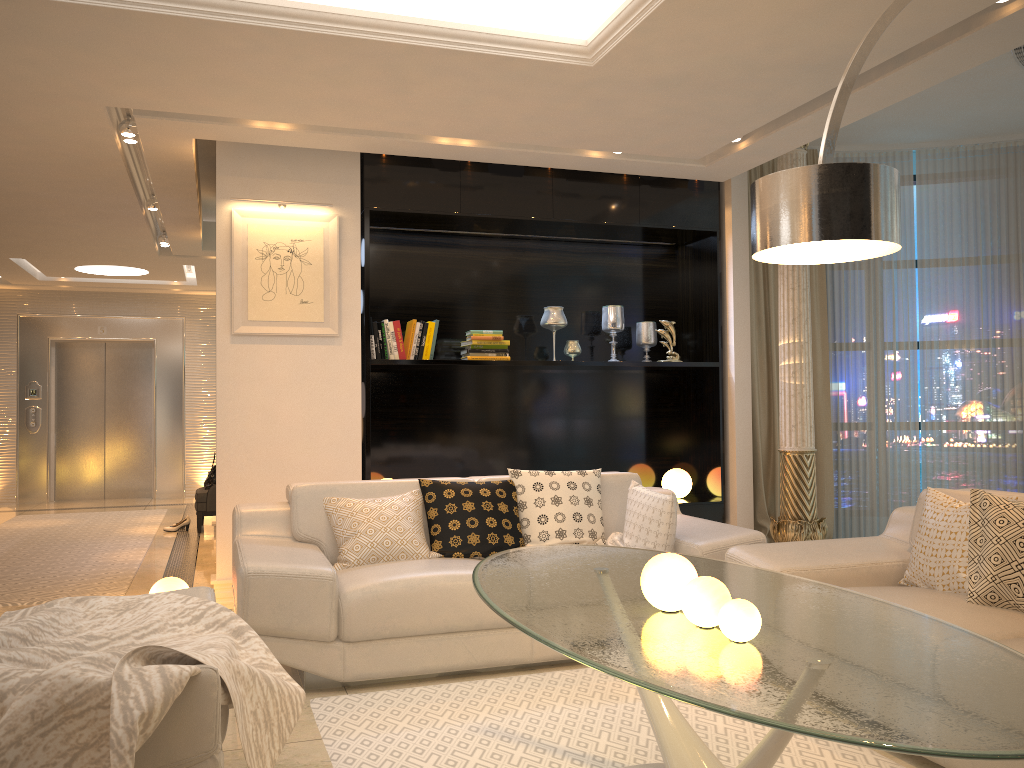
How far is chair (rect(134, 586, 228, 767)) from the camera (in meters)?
1.86

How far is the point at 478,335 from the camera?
5.7 meters

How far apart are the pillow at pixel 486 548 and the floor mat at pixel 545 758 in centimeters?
66cm

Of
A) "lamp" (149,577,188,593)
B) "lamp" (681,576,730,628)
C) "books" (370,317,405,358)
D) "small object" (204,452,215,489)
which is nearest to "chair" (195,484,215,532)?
"small object" (204,452,215,489)

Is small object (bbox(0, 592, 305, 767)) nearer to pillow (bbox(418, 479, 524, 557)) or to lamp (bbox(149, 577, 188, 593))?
pillow (bbox(418, 479, 524, 557))

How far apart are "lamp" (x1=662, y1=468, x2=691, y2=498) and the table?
3.1 meters

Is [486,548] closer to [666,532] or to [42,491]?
[666,532]

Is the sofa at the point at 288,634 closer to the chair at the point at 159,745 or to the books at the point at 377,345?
the chair at the point at 159,745

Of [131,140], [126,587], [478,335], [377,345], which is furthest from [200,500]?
[131,140]

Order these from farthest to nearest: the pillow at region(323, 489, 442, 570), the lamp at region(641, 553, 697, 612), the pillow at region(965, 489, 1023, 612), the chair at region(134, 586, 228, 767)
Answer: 1. the pillow at region(323, 489, 442, 570)
2. the pillow at region(965, 489, 1023, 612)
3. the lamp at region(641, 553, 697, 612)
4. the chair at region(134, 586, 228, 767)
